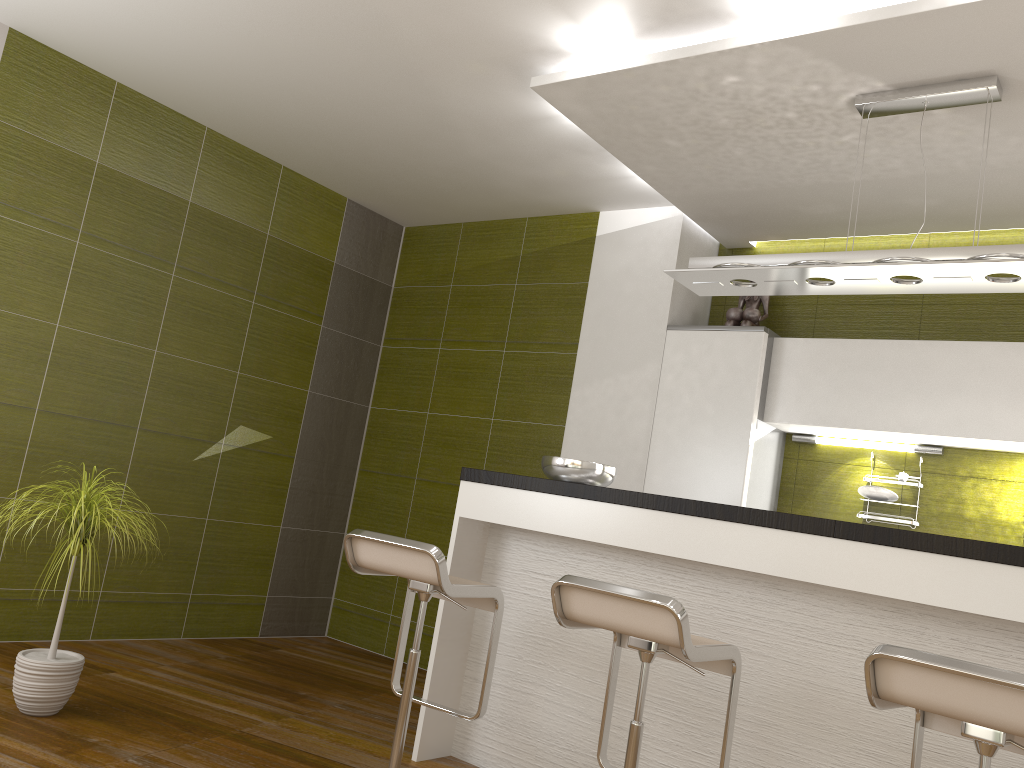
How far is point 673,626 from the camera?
2.2 meters

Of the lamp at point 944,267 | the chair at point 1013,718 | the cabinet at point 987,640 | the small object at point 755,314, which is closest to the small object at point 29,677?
the cabinet at point 987,640

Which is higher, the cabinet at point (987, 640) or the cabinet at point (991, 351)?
the cabinet at point (991, 351)

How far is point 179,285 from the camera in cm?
474

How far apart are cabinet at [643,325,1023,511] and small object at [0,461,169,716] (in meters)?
2.57

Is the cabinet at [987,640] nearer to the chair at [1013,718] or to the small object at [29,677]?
the chair at [1013,718]

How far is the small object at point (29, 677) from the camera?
3.1 meters

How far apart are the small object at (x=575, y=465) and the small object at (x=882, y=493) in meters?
1.5 m

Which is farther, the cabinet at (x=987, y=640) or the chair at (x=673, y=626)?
the cabinet at (x=987, y=640)

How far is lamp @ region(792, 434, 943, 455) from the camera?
4.2m
